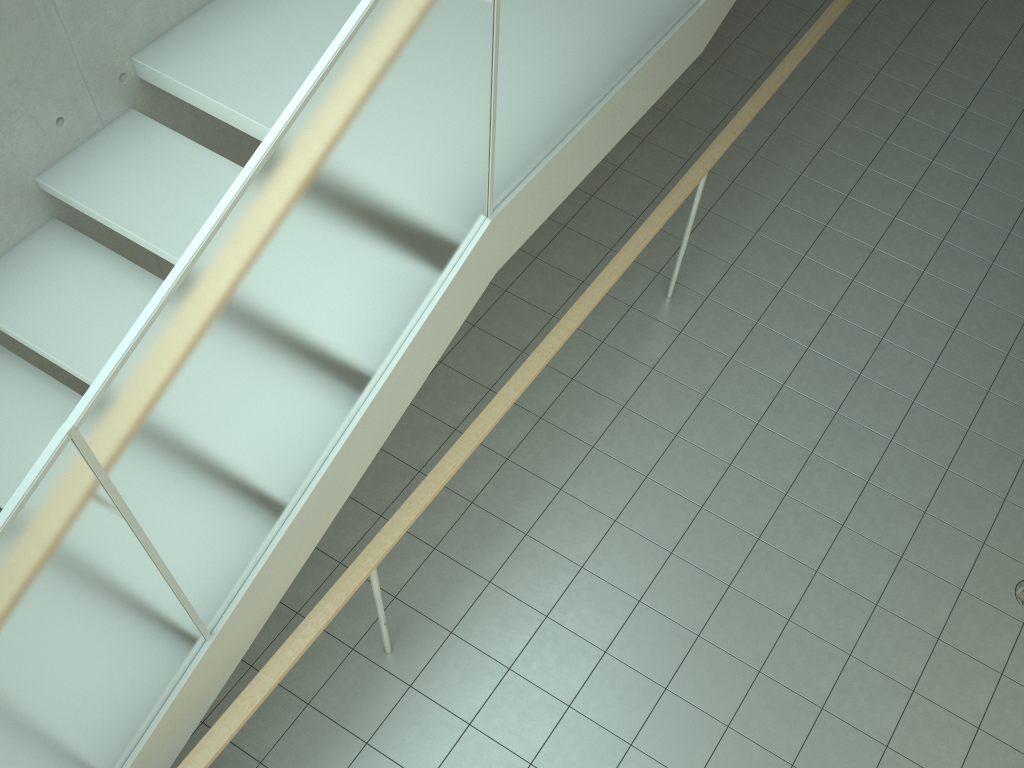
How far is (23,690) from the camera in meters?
1.9 m

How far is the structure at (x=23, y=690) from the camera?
1.94m

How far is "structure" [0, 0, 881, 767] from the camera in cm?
194

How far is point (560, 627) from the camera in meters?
3.8

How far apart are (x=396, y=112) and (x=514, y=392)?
1.5 meters
